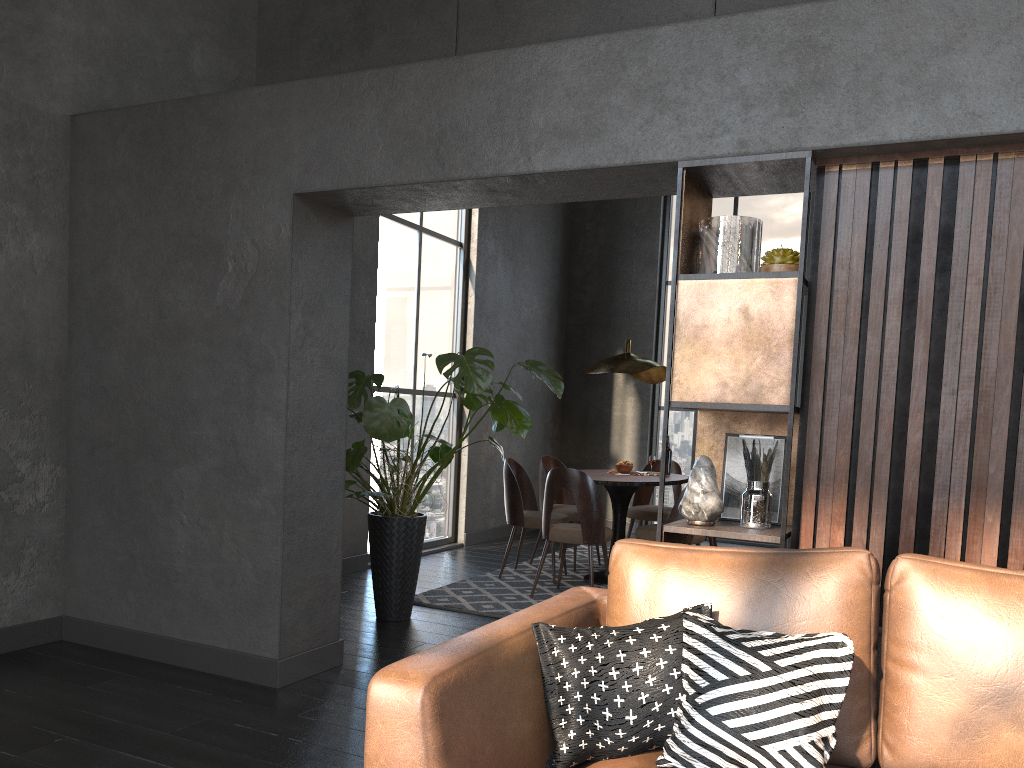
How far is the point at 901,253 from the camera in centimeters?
277cm

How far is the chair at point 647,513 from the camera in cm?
698

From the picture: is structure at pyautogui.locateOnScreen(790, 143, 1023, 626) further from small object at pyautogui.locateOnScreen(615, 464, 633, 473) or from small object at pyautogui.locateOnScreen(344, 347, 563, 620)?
small object at pyautogui.locateOnScreen(615, 464, 633, 473)

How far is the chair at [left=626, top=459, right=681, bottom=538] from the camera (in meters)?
6.98

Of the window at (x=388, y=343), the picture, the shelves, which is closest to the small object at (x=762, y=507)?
the shelves

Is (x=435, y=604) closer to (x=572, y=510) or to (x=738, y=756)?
(x=572, y=510)

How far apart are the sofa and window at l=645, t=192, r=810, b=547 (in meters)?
6.95

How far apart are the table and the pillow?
3.7 meters

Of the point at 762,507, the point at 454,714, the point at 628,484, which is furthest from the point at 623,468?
the point at 454,714

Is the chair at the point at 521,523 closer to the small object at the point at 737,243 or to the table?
the table
